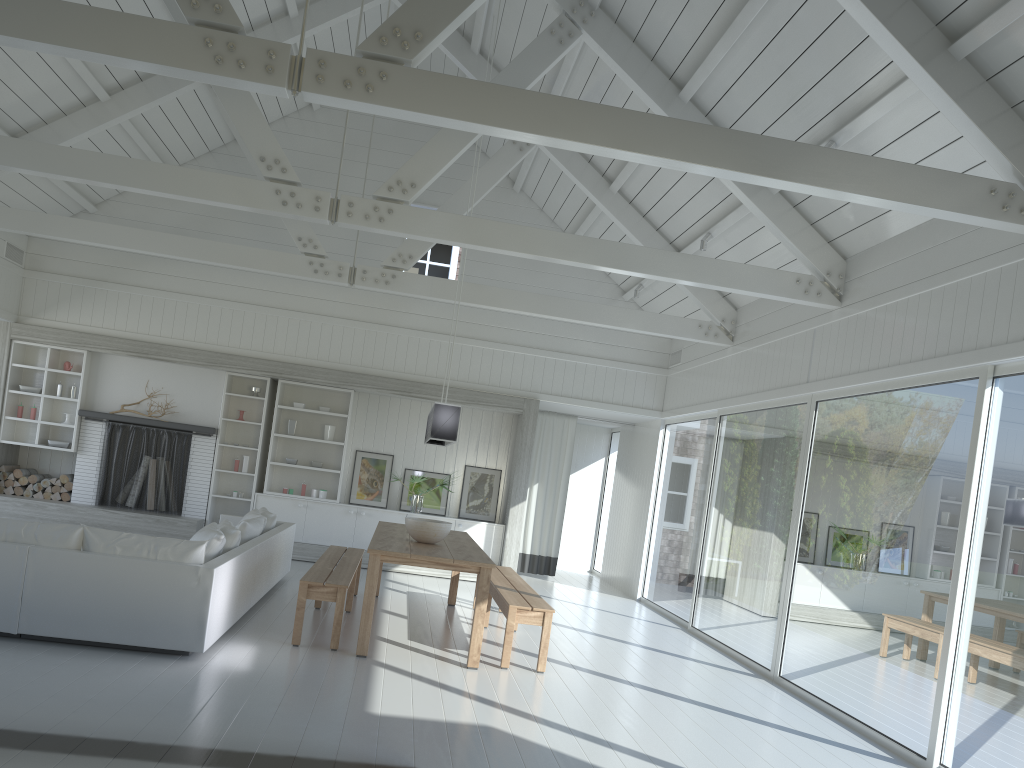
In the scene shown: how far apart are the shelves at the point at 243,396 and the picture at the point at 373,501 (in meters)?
1.19

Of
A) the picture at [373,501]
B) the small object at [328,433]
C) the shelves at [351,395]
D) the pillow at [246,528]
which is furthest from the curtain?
the pillow at [246,528]

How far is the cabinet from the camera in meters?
11.0

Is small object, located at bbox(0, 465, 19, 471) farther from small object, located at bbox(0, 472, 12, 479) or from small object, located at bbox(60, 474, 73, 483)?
small object, located at bbox(60, 474, 73, 483)

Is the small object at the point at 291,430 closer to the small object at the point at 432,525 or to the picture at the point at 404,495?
the picture at the point at 404,495

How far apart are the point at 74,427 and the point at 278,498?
2.6m

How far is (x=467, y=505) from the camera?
11.5 meters

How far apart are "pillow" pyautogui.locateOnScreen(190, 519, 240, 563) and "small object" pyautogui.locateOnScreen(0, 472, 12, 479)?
5.18m

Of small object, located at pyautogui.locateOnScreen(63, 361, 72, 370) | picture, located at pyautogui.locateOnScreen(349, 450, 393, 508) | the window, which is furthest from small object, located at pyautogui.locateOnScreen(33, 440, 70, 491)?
the window

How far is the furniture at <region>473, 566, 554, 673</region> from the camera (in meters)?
6.26
